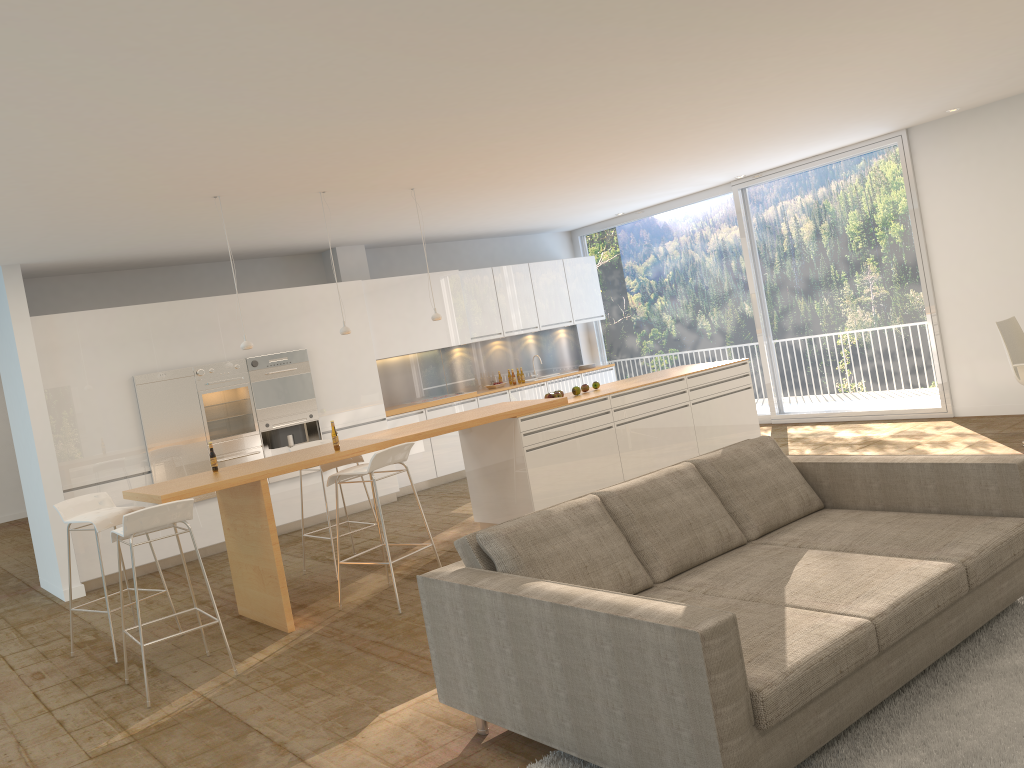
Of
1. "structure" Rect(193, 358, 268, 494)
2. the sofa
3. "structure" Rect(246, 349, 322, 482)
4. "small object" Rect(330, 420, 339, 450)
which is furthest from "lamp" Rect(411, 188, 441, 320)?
the sofa

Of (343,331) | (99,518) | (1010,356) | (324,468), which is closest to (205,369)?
(343,331)

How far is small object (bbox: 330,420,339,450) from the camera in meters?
6.1

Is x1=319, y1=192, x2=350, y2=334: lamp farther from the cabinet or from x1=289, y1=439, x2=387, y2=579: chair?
the cabinet

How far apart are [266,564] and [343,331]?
2.0m

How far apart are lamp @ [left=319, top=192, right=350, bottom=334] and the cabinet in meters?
2.5 m

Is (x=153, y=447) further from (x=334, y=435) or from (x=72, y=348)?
(x=334, y=435)

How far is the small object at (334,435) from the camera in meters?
6.1

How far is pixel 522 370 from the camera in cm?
1236

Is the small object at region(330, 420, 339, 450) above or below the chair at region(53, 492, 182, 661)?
above
